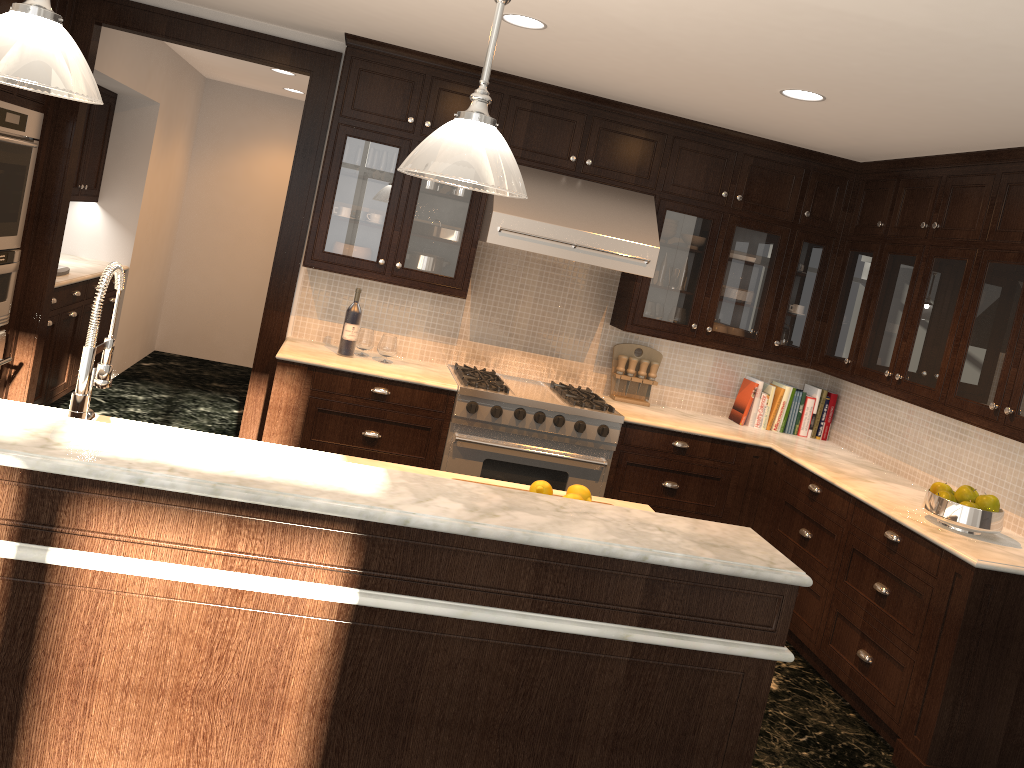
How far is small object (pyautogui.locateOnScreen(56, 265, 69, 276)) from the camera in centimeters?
544cm

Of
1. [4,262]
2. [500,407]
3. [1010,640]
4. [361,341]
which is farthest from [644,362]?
[4,262]

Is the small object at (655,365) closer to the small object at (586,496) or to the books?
the books

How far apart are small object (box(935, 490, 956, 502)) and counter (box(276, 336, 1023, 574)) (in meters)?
0.13

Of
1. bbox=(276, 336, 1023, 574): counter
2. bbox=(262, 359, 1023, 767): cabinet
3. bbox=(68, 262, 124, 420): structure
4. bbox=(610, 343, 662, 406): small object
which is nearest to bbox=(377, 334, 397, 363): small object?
bbox=(276, 336, 1023, 574): counter

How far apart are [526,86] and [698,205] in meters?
1.2

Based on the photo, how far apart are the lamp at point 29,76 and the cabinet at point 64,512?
0.8 meters

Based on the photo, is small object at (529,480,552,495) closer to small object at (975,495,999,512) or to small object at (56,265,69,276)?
small object at (975,495,999,512)

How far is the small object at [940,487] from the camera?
3.9m

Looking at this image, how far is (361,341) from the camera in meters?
4.9 m
